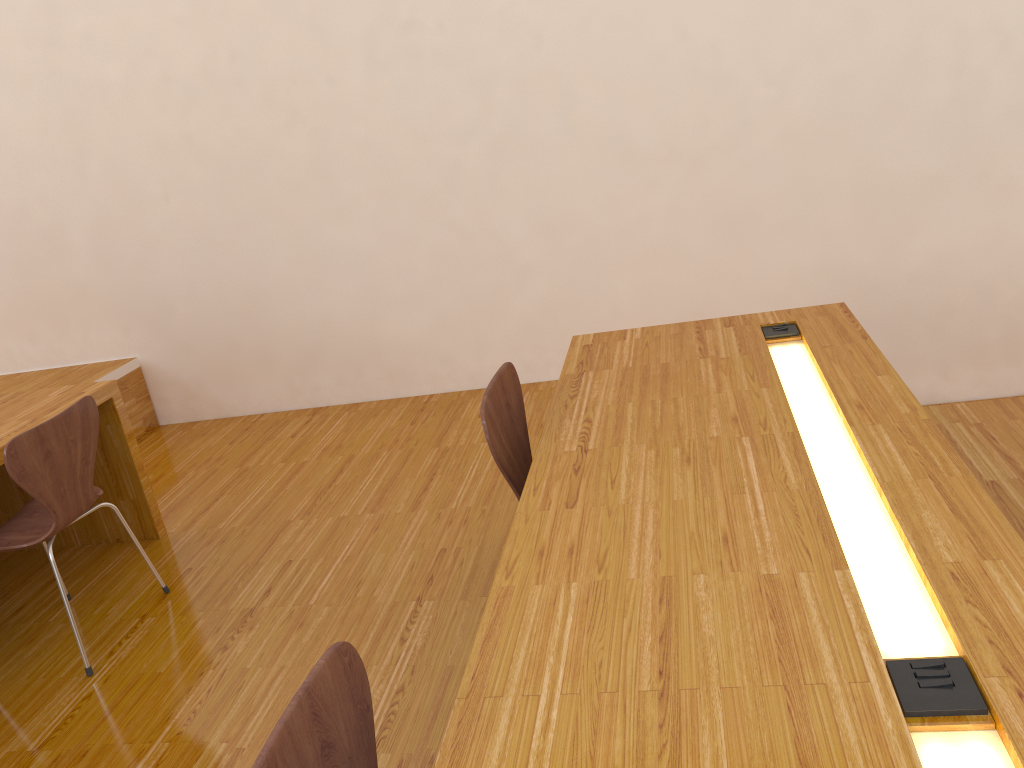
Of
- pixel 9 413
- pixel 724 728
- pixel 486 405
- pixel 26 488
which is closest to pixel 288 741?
pixel 724 728

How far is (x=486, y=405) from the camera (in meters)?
1.90

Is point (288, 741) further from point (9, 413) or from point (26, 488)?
point (9, 413)

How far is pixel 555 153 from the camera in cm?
381

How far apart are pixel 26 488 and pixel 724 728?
2.0 meters

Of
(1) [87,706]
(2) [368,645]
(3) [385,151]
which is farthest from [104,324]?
(2) [368,645]

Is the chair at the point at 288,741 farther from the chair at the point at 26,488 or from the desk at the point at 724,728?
the chair at the point at 26,488

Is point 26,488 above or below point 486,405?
below

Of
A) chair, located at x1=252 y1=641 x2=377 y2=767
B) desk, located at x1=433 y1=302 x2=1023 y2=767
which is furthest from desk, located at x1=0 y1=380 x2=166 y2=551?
chair, located at x1=252 y1=641 x2=377 y2=767

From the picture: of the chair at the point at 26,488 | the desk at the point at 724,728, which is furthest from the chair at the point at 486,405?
the chair at the point at 26,488
